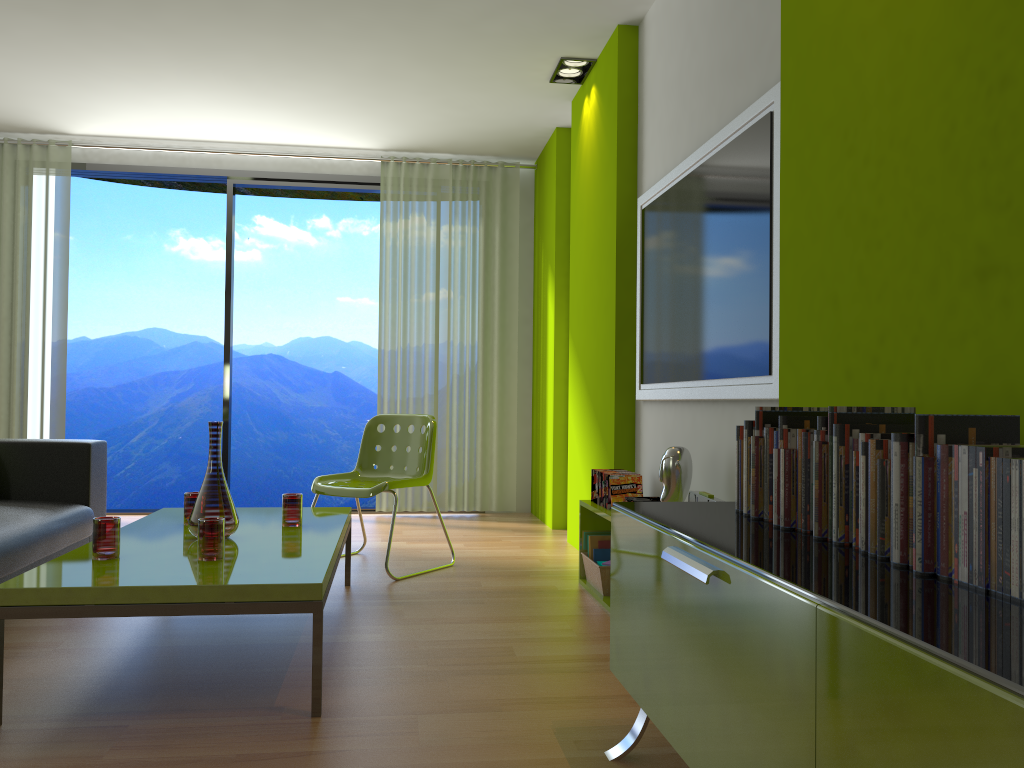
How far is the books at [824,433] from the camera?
1.6 meters

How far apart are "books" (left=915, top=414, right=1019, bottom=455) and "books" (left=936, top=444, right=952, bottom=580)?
0.05m

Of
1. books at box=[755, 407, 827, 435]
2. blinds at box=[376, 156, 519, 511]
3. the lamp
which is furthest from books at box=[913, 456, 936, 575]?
blinds at box=[376, 156, 519, 511]

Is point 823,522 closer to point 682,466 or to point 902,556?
point 902,556

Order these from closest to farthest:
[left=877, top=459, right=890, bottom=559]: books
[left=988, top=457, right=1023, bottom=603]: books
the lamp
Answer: [left=988, top=457, right=1023, bottom=603]: books, [left=877, top=459, right=890, bottom=559]: books, the lamp

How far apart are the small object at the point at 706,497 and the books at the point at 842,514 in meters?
1.1

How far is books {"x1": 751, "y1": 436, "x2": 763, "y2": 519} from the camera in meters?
1.9

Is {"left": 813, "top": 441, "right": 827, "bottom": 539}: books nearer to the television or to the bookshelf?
the television

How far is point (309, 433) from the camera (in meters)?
12.50

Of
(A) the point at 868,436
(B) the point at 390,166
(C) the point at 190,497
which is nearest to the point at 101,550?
(C) the point at 190,497
